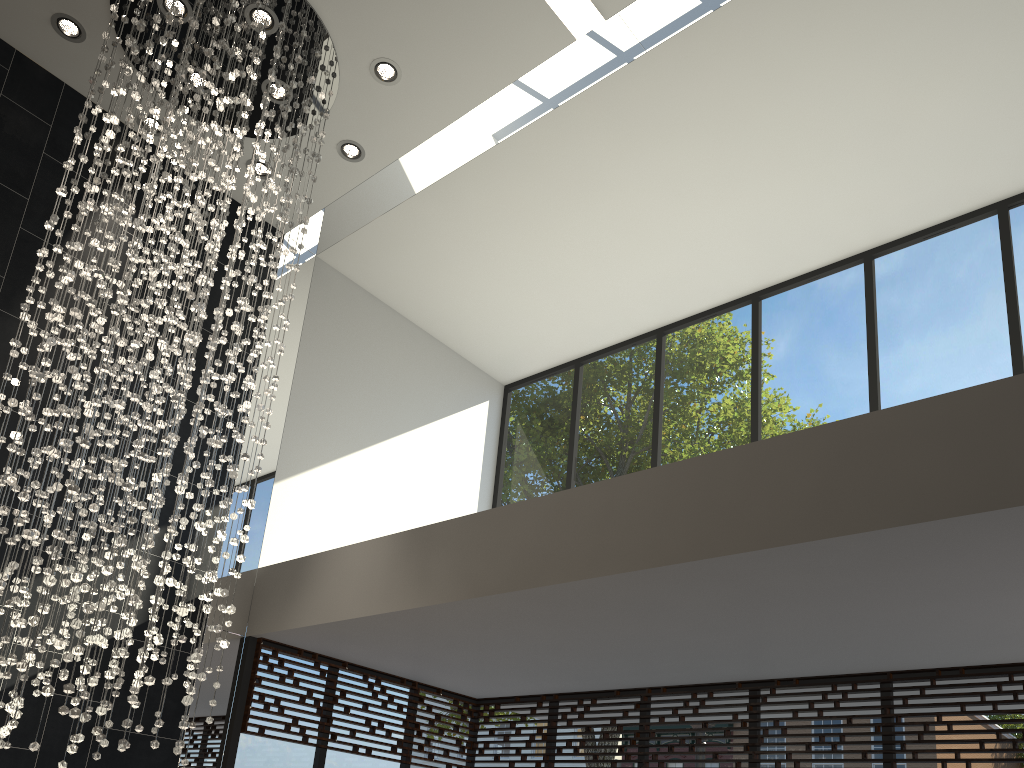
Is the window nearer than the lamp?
No

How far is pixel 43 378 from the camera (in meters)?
3.87

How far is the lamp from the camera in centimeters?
387cm

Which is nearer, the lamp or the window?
the lamp

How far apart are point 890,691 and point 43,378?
4.82m

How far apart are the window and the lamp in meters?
1.2

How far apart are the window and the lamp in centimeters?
120cm

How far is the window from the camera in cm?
505
